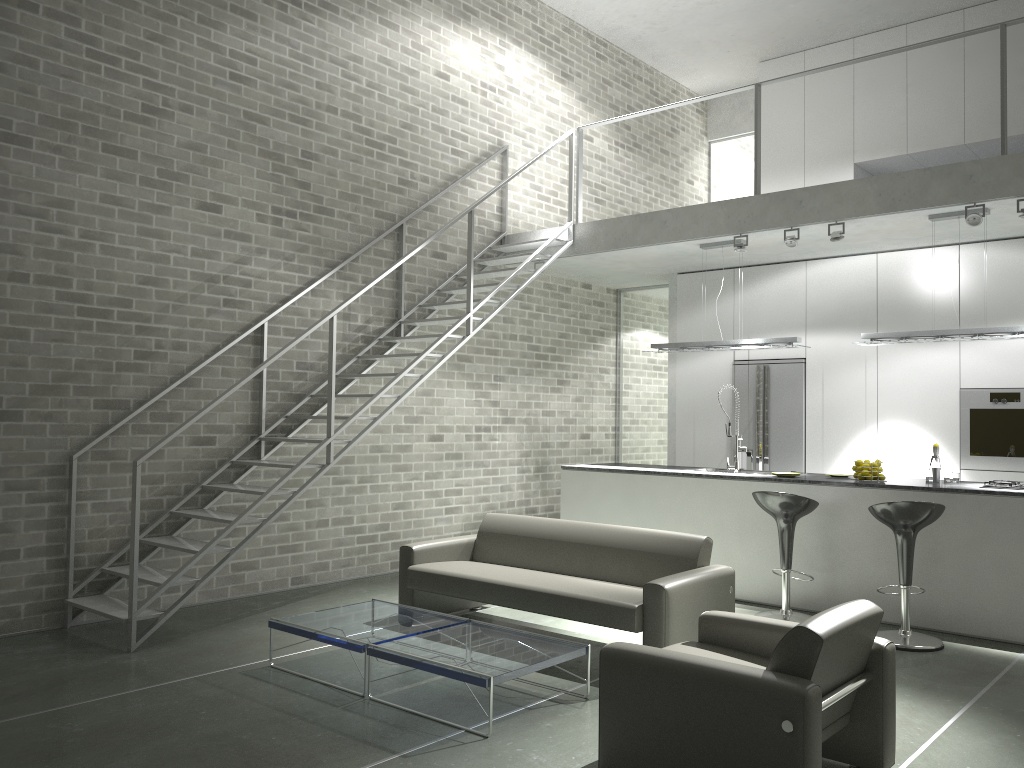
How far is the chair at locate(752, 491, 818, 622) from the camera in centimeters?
608cm

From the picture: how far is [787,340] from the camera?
7.44m

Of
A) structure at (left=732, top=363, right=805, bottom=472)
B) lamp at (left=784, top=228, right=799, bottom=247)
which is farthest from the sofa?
structure at (left=732, top=363, right=805, bottom=472)

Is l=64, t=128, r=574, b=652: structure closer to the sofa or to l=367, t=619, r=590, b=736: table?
the sofa

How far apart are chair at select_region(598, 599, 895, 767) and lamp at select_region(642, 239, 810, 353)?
3.8m

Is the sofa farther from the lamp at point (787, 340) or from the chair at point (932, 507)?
the lamp at point (787, 340)

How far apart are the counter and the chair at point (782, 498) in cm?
40

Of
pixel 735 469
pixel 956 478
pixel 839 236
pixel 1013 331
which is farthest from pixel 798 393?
pixel 1013 331

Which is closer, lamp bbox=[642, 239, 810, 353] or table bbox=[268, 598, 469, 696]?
table bbox=[268, 598, 469, 696]

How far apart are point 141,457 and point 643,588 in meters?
3.0
